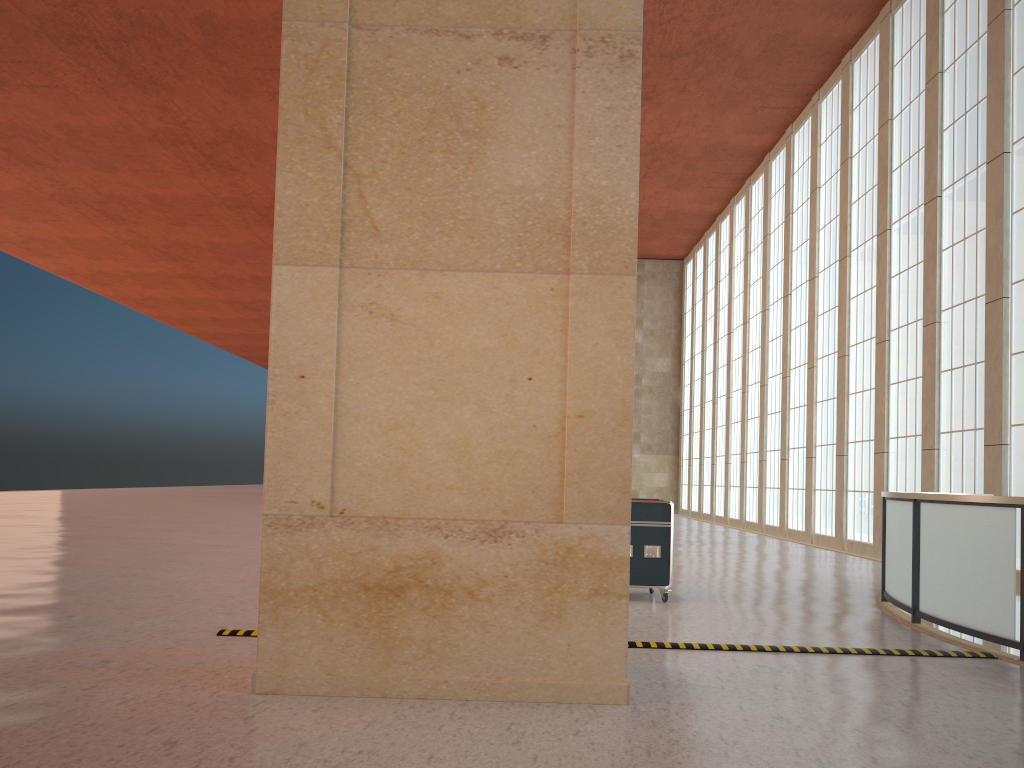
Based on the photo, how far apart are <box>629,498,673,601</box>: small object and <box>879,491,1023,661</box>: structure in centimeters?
319cm

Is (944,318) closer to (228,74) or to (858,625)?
(858,625)

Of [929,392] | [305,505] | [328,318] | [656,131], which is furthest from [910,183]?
[305,505]

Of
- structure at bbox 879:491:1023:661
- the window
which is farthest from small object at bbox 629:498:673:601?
the window

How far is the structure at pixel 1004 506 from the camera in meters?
9.7 m

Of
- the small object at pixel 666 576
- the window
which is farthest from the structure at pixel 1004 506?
the window

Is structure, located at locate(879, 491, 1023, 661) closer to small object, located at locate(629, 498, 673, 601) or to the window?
small object, located at locate(629, 498, 673, 601)

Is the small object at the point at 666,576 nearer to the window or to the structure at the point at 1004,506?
the structure at the point at 1004,506

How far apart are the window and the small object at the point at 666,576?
11.6m

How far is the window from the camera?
20.7m
